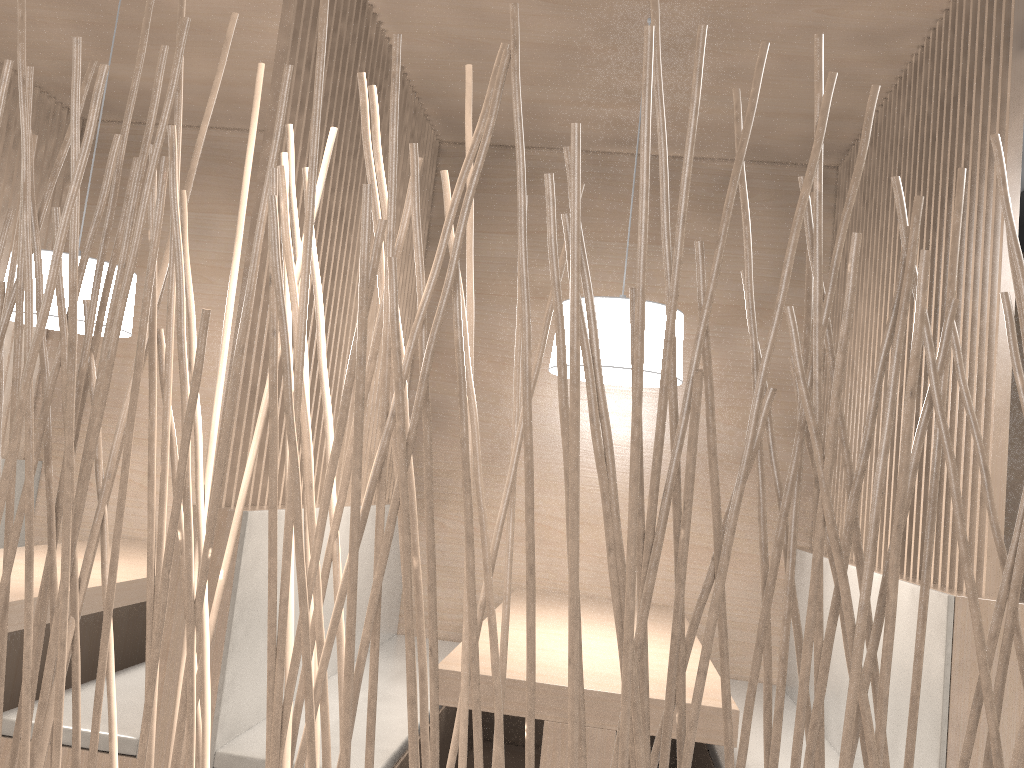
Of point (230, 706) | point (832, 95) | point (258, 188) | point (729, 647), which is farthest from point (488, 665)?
point (729, 647)

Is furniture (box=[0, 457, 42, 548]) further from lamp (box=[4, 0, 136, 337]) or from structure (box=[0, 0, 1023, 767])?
structure (box=[0, 0, 1023, 767])

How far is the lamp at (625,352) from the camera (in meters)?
1.55

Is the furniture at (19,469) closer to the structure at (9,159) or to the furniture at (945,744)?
the structure at (9,159)

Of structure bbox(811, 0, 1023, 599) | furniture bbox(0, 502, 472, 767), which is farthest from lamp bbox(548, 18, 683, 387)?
furniture bbox(0, 502, 472, 767)

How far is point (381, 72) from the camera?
1.9 meters

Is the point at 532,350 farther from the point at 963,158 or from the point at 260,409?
the point at 260,409

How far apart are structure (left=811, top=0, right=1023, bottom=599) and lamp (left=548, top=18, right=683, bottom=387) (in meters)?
0.41

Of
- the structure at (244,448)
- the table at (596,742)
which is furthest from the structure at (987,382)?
the structure at (244,448)

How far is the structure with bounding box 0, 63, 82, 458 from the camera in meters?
2.3
